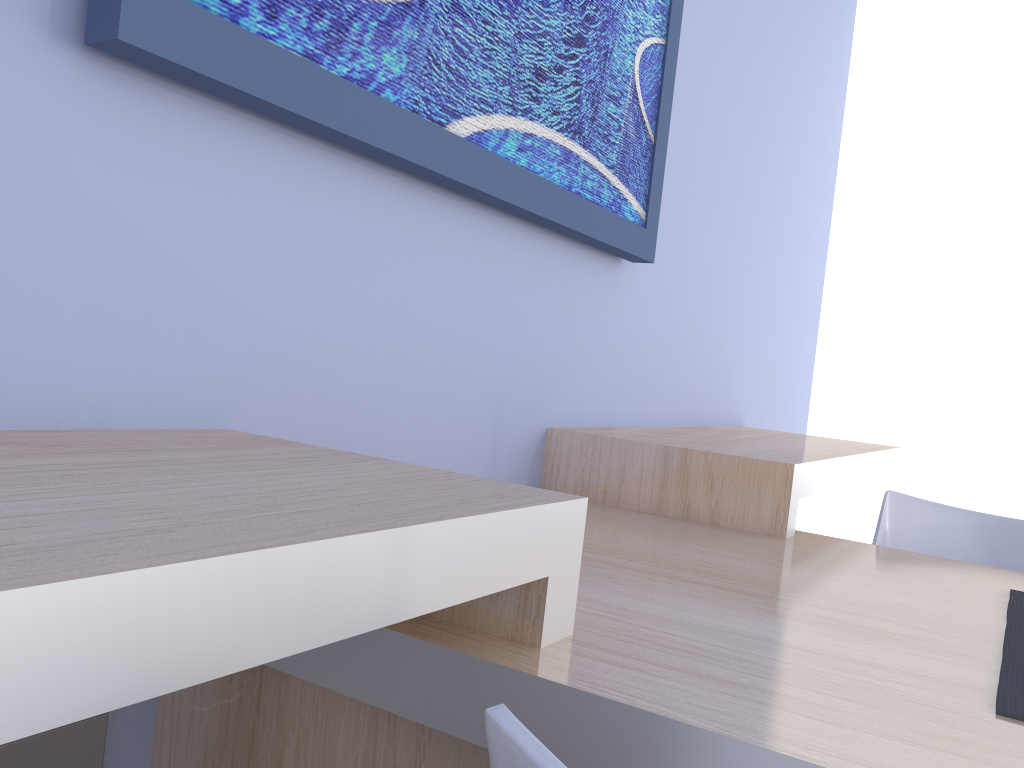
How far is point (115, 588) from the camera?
0.4 meters

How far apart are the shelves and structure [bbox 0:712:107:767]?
0.12m

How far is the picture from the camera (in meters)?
0.87

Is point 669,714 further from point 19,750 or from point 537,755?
point 19,750

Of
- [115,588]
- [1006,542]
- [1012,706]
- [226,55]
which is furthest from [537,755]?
[1006,542]

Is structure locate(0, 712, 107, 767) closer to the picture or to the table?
the table

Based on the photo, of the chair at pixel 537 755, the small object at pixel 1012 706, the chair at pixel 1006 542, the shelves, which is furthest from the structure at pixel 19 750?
the chair at pixel 1006 542

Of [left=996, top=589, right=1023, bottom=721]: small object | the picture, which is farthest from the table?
the picture

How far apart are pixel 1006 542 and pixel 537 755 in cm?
155

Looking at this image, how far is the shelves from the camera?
0.4m
